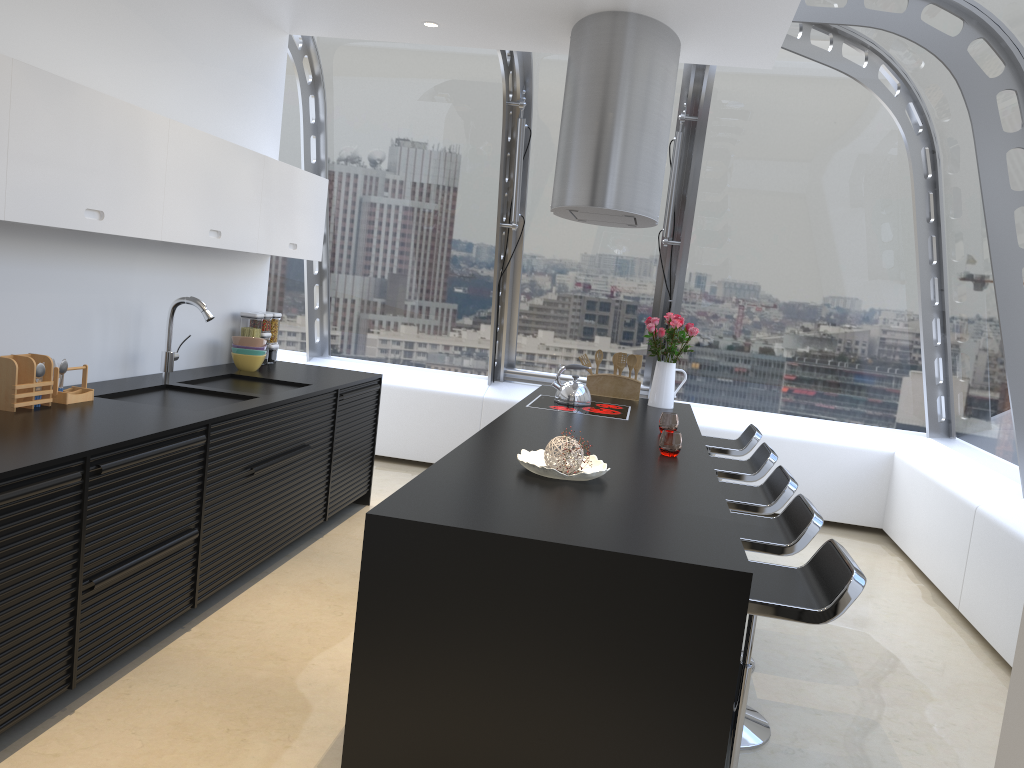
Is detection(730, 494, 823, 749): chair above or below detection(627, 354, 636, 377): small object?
below

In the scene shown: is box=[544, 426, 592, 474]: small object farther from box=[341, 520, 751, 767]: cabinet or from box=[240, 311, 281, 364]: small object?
box=[240, 311, 281, 364]: small object

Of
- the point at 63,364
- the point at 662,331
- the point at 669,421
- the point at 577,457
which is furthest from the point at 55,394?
the point at 662,331

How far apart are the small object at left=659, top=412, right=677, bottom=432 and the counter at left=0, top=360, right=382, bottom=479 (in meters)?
1.75

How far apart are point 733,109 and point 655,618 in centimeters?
487cm

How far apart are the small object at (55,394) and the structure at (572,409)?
2.30m

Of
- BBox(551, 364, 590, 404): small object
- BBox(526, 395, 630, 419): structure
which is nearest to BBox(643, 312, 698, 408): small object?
BBox(526, 395, 630, 419): structure

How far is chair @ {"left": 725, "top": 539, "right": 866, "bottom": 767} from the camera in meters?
2.3

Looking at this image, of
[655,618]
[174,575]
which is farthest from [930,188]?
[174,575]

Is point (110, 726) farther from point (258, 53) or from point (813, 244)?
point (813, 244)
